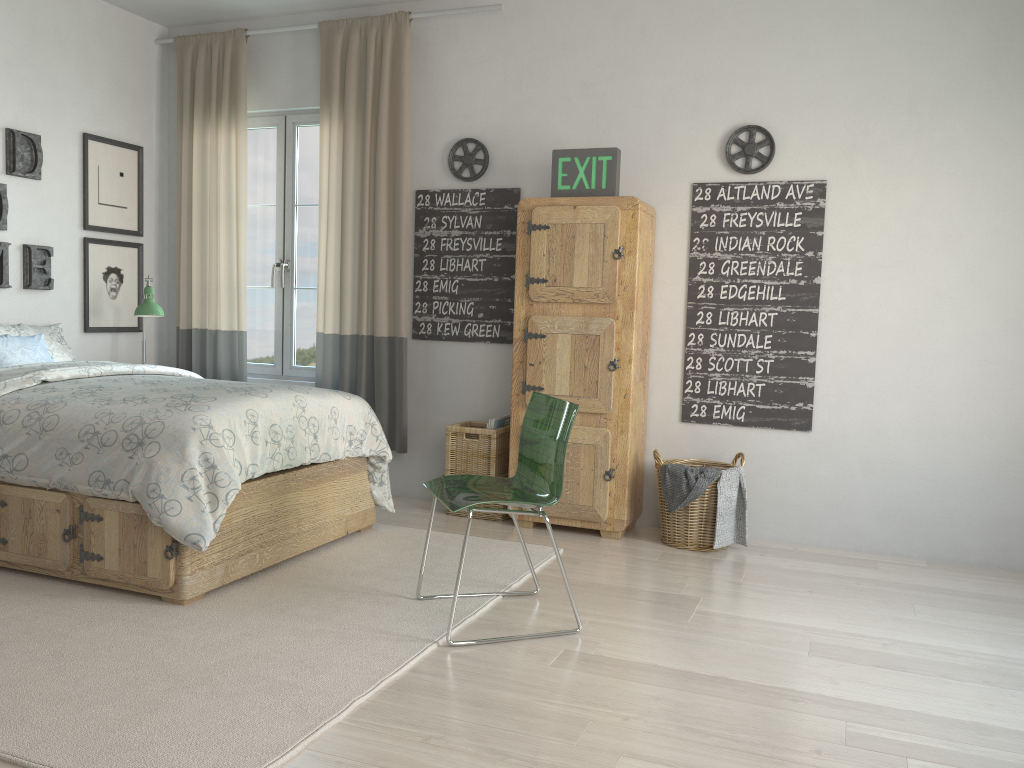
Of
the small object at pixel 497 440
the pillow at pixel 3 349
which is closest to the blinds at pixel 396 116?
the small object at pixel 497 440

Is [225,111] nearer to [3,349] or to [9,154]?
[9,154]

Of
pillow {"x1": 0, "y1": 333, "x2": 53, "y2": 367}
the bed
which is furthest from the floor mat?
pillow {"x1": 0, "y1": 333, "x2": 53, "y2": 367}

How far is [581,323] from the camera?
4.1m

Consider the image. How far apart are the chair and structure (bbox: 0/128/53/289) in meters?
2.7

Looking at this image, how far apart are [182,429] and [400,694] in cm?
122

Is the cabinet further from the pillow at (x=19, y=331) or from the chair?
the pillow at (x=19, y=331)

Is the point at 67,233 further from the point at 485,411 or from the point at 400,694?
the point at 400,694

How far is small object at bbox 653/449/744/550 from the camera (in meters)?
3.92

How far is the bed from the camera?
3.0m
